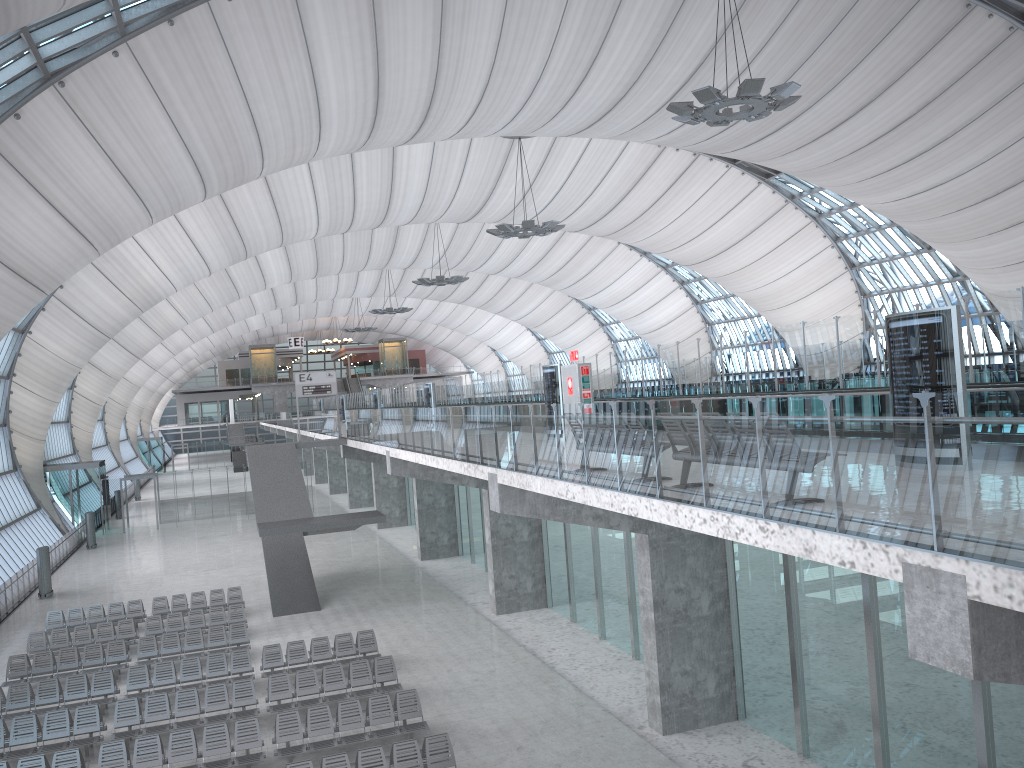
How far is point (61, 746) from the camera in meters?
16.2

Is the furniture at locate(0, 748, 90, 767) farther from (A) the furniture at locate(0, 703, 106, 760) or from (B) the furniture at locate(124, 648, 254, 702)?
(B) the furniture at locate(124, 648, 254, 702)

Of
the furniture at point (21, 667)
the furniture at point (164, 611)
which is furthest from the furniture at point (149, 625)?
the furniture at point (164, 611)

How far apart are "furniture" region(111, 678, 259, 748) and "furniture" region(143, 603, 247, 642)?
6.50m

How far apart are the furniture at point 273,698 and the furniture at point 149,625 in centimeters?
688cm

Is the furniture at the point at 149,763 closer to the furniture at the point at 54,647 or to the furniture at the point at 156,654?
the furniture at the point at 156,654

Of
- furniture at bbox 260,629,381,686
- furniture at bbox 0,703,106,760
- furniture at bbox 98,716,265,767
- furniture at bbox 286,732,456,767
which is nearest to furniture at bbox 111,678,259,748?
furniture at bbox 0,703,106,760

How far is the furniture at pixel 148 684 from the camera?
19.23m

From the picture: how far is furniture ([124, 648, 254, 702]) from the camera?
19.2m

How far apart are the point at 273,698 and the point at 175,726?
1.9 meters
